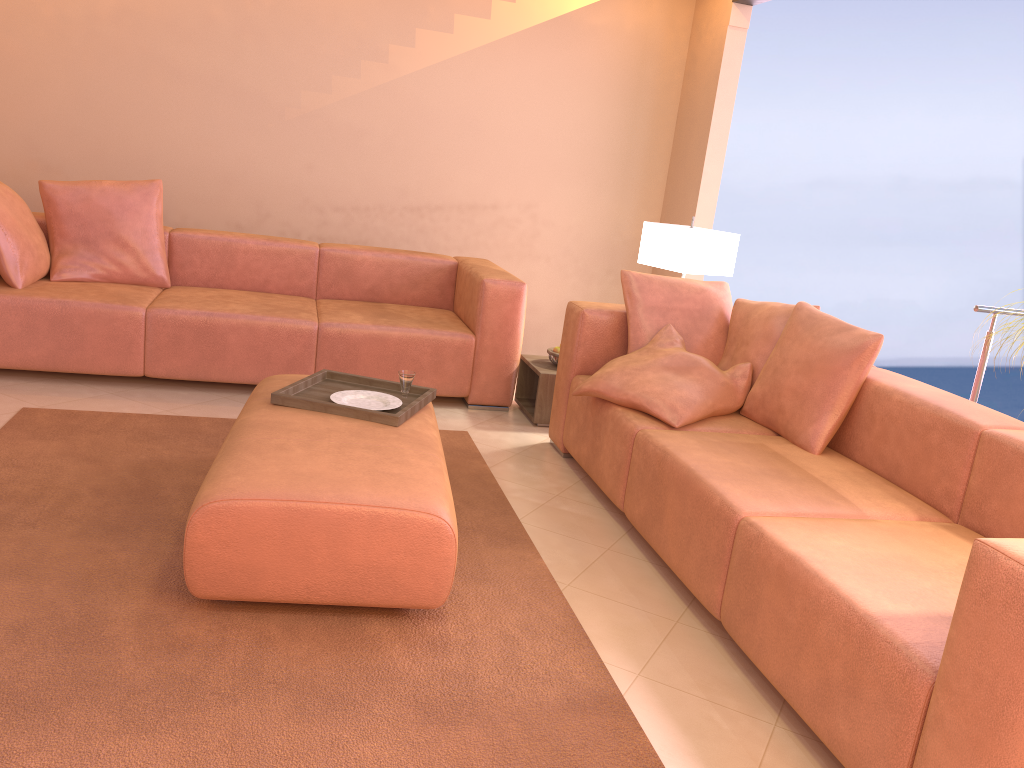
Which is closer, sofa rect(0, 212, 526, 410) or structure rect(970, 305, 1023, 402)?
structure rect(970, 305, 1023, 402)

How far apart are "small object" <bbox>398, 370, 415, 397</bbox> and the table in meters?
1.2

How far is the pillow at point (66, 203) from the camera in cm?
427

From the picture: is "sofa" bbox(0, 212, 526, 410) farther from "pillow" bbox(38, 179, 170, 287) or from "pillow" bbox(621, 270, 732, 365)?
"pillow" bbox(621, 270, 732, 365)

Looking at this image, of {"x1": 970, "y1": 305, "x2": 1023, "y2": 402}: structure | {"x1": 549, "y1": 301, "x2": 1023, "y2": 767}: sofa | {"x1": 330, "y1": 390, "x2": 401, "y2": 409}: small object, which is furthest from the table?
{"x1": 970, "y1": 305, "x2": 1023, "y2": 402}: structure

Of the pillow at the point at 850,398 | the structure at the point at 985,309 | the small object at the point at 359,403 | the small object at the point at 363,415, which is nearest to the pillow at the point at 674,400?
the pillow at the point at 850,398

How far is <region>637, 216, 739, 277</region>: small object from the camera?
4.2 meters

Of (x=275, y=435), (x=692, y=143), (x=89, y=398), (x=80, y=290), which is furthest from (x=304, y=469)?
(x=692, y=143)

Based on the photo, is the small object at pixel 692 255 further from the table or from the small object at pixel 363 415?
the small object at pixel 363 415

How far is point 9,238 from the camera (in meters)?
3.93
